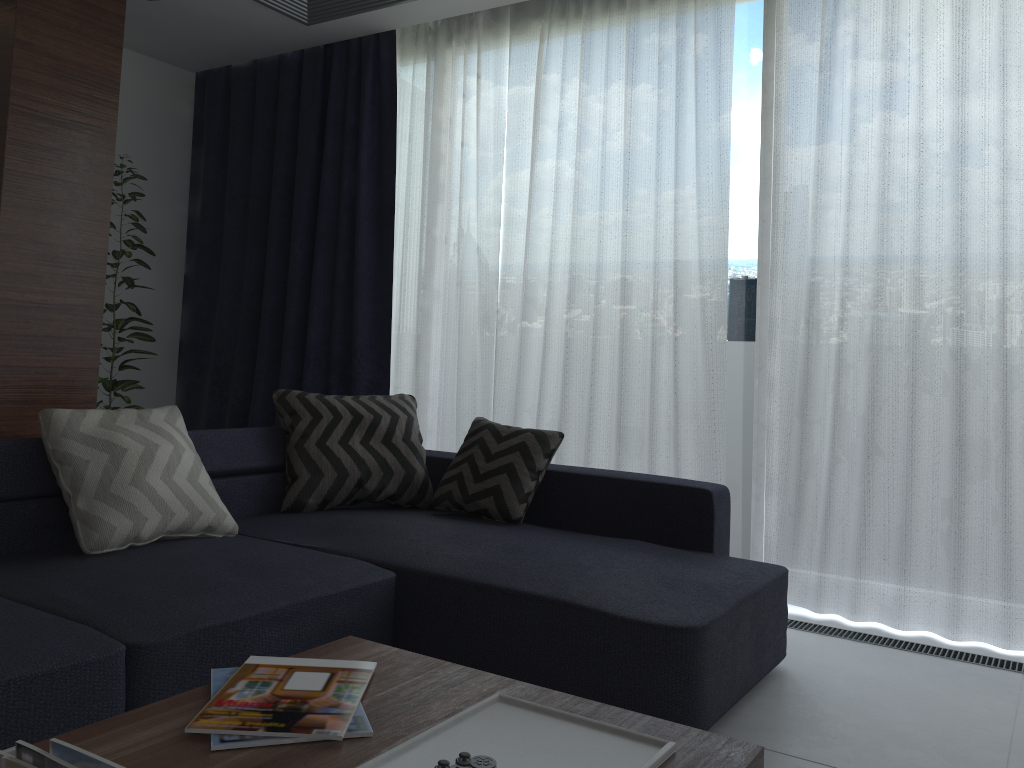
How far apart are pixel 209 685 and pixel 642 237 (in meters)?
2.78

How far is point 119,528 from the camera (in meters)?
2.42

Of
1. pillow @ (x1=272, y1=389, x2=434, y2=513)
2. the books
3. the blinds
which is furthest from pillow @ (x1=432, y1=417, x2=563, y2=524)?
the books

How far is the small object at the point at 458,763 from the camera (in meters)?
1.15

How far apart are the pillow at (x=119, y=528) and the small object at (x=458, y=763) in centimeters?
159cm

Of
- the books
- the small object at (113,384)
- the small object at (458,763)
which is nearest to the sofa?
the books

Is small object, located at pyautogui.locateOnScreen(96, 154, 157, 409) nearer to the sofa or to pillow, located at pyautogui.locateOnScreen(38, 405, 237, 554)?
the sofa

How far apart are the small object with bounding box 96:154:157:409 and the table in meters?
2.9 m

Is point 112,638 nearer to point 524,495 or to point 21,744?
point 21,744

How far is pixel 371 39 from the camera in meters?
4.5
